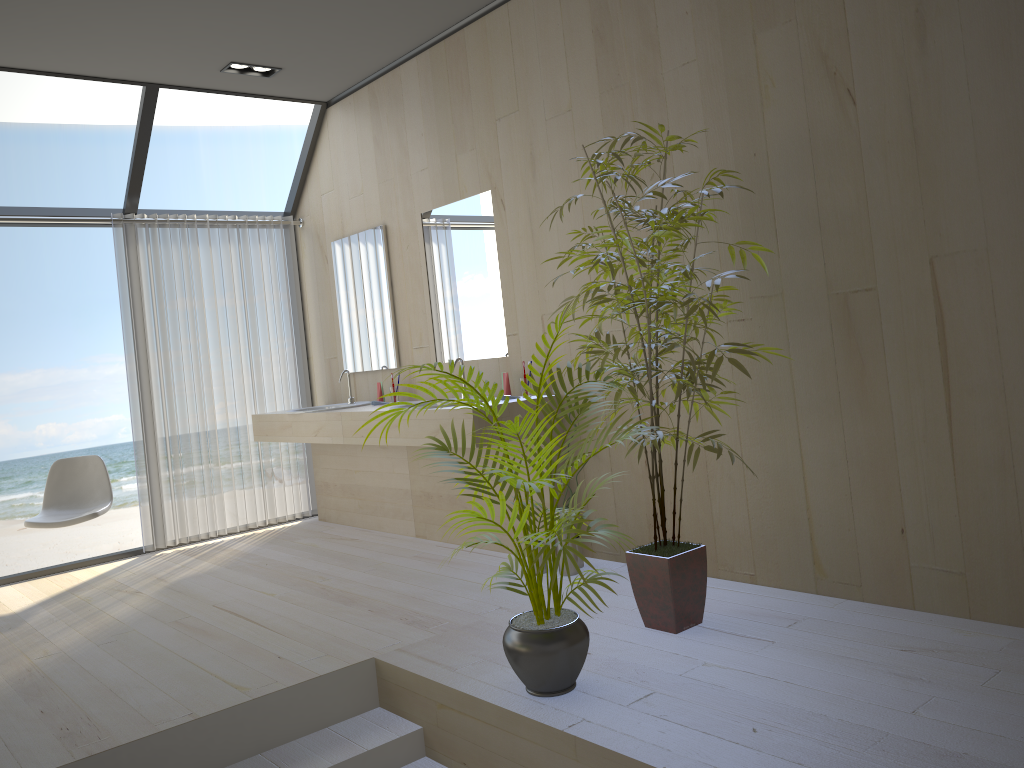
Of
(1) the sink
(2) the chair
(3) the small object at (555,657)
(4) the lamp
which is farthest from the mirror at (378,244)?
(3) the small object at (555,657)

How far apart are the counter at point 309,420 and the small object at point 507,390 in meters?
1.1 m

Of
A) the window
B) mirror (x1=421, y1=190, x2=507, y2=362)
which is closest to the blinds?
the window

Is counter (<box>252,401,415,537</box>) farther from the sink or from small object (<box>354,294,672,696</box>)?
small object (<box>354,294,672,696</box>)

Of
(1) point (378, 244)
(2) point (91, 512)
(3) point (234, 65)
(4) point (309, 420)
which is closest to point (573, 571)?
(4) point (309, 420)

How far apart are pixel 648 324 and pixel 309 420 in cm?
279

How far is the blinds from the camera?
5.5 meters

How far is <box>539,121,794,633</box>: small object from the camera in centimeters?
294cm

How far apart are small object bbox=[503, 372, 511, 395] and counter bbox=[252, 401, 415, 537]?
1.07m

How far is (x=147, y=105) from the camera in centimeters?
509cm
